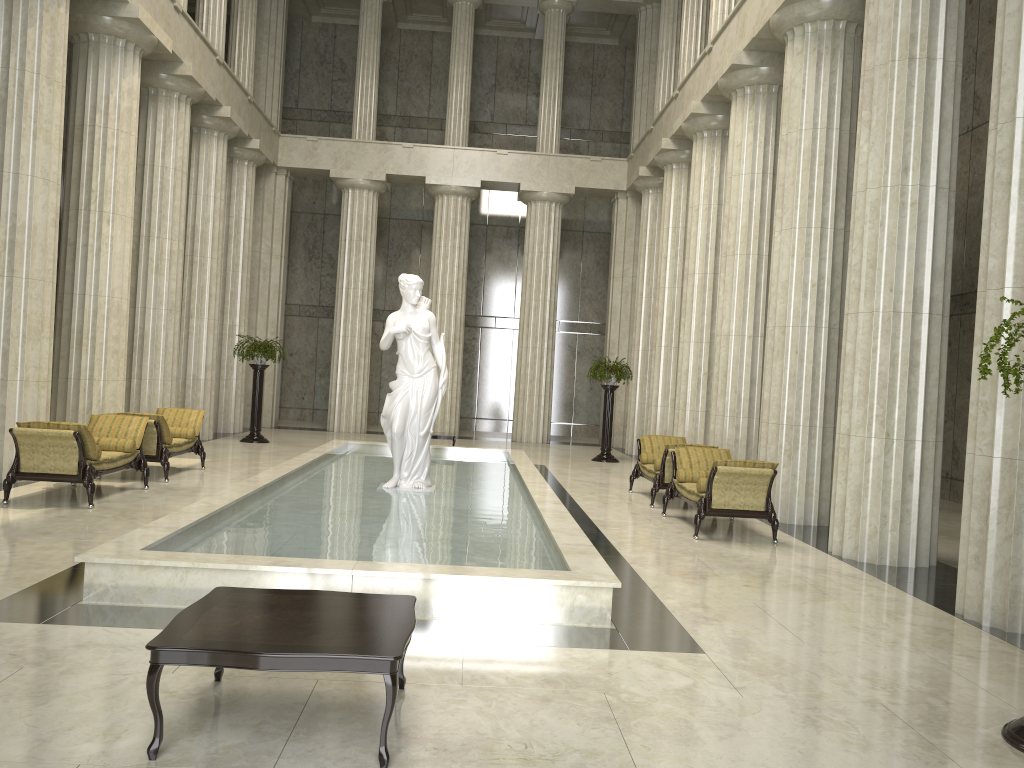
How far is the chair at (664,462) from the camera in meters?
12.6 m

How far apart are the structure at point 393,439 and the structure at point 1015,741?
7.7m

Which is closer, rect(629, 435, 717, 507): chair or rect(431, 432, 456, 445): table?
rect(629, 435, 717, 507): chair

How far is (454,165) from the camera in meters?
24.5 m

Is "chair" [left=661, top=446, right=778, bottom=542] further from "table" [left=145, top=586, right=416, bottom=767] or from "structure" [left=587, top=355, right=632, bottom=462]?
"structure" [left=587, top=355, right=632, bottom=462]

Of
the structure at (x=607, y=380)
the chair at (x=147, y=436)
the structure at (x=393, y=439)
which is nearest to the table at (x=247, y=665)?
the structure at (x=393, y=439)

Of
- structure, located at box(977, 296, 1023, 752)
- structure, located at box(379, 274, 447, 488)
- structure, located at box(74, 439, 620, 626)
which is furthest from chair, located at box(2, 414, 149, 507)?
structure, located at box(977, 296, 1023, 752)

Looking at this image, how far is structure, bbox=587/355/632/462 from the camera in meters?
19.7 m

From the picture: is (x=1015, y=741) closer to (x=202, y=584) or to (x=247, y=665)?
(x=247, y=665)

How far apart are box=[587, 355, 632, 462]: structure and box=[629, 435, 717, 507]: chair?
5.1 meters
